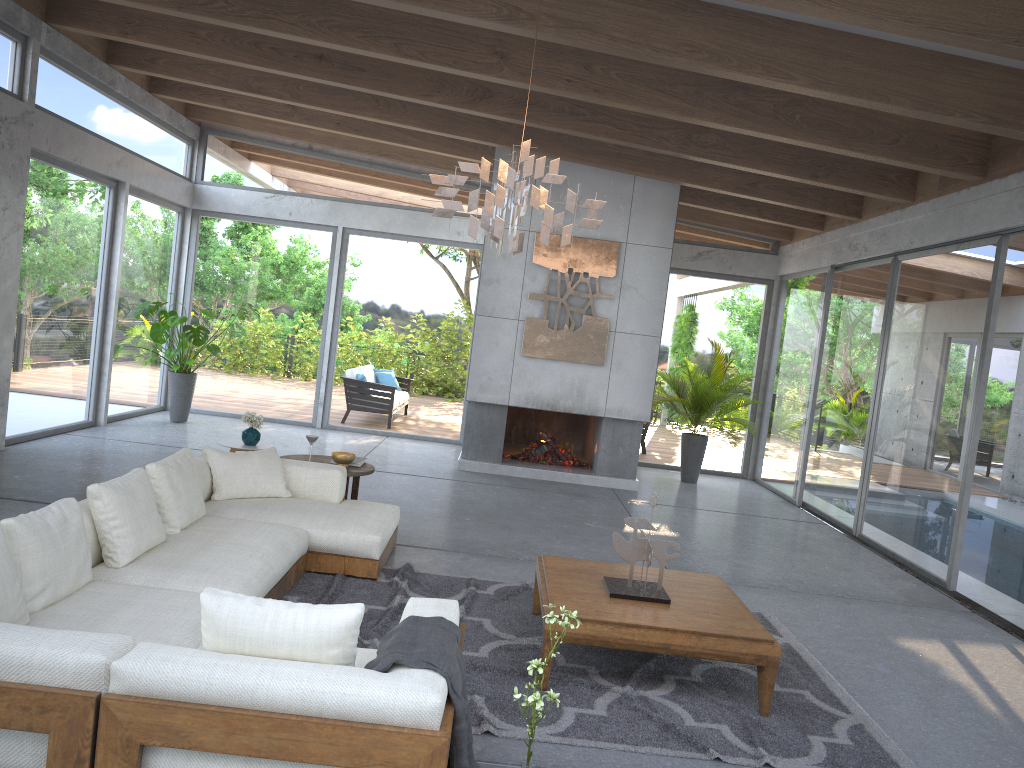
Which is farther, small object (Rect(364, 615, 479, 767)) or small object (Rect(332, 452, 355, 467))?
small object (Rect(332, 452, 355, 467))

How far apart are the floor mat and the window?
2.2 meters

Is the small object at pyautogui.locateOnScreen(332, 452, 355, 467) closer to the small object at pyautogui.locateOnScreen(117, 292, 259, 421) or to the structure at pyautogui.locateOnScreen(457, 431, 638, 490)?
the structure at pyautogui.locateOnScreen(457, 431, 638, 490)

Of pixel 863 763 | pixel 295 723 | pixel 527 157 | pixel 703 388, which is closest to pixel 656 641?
pixel 863 763

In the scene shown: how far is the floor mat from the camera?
3.6 meters

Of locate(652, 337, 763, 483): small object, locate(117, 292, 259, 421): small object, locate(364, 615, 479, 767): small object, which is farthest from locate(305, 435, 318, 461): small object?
locate(652, 337, 763, 483): small object

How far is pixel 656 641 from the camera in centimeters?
389cm

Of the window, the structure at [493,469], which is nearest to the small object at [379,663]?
the window

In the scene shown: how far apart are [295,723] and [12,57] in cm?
714

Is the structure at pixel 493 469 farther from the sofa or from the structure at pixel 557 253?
the sofa
